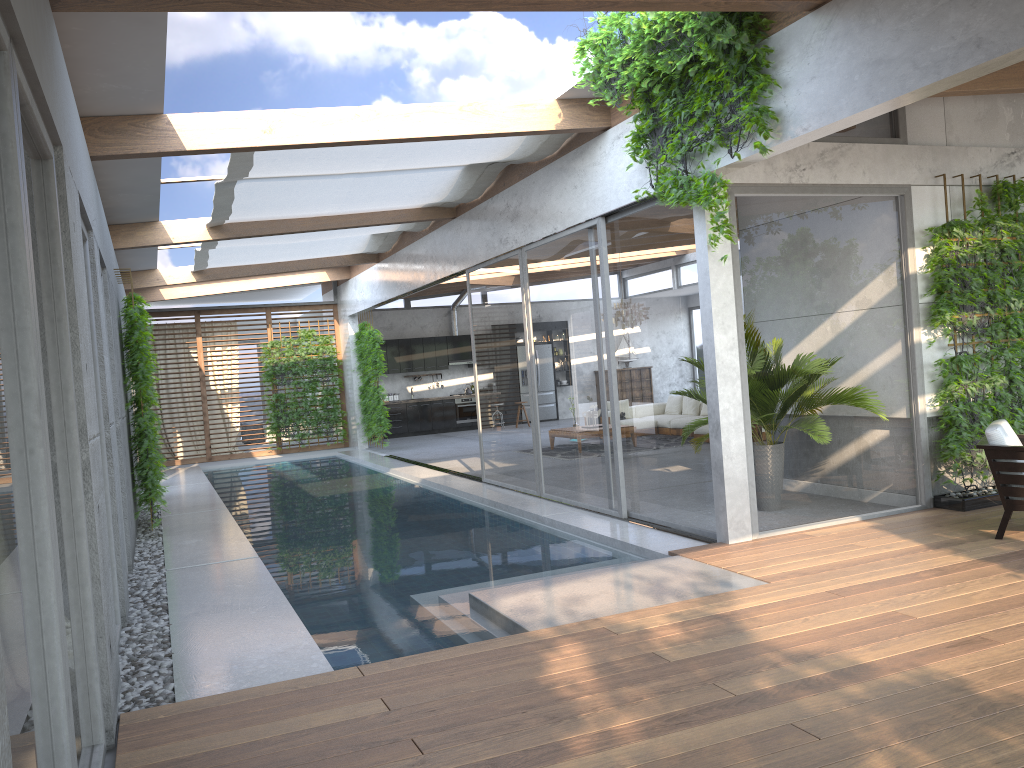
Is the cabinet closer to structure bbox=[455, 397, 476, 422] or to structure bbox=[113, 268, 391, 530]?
structure bbox=[455, 397, 476, 422]

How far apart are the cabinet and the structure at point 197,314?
1.9m

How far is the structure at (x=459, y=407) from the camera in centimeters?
2114cm

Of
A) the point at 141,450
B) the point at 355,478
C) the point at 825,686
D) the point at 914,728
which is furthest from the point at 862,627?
the point at 355,478

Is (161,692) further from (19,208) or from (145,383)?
(145,383)

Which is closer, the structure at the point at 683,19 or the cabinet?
the structure at the point at 683,19

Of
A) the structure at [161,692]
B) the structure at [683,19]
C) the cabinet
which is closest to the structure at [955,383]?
the structure at [683,19]

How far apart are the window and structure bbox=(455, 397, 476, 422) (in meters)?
2.50

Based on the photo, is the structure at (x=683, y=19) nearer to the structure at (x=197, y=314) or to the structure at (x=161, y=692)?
the structure at (x=161, y=692)

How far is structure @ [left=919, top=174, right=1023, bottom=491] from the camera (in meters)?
7.13
